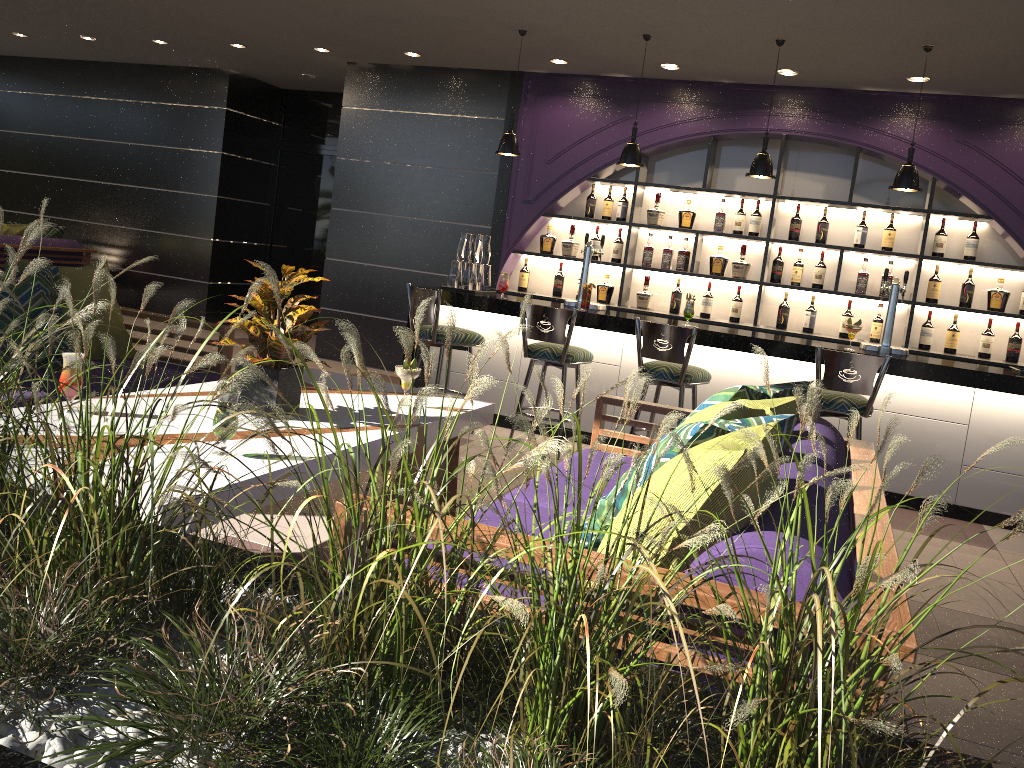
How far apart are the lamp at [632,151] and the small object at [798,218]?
1.7 meters

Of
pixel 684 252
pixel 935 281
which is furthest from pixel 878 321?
pixel 684 252

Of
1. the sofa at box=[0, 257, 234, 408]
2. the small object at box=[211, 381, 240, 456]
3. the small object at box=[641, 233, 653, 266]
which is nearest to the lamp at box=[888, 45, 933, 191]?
the small object at box=[641, 233, 653, 266]

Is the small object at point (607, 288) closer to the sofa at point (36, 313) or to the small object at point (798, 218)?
the small object at point (798, 218)

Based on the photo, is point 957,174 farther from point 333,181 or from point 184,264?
point 184,264

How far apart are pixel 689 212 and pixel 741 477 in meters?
5.8 m

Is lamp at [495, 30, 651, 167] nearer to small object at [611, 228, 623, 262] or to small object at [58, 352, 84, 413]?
small object at [611, 228, 623, 262]

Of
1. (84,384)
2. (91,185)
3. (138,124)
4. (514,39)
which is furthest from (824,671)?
(91,185)

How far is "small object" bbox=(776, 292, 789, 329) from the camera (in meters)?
6.91

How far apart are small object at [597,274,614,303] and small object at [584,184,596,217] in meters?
0.6 m
